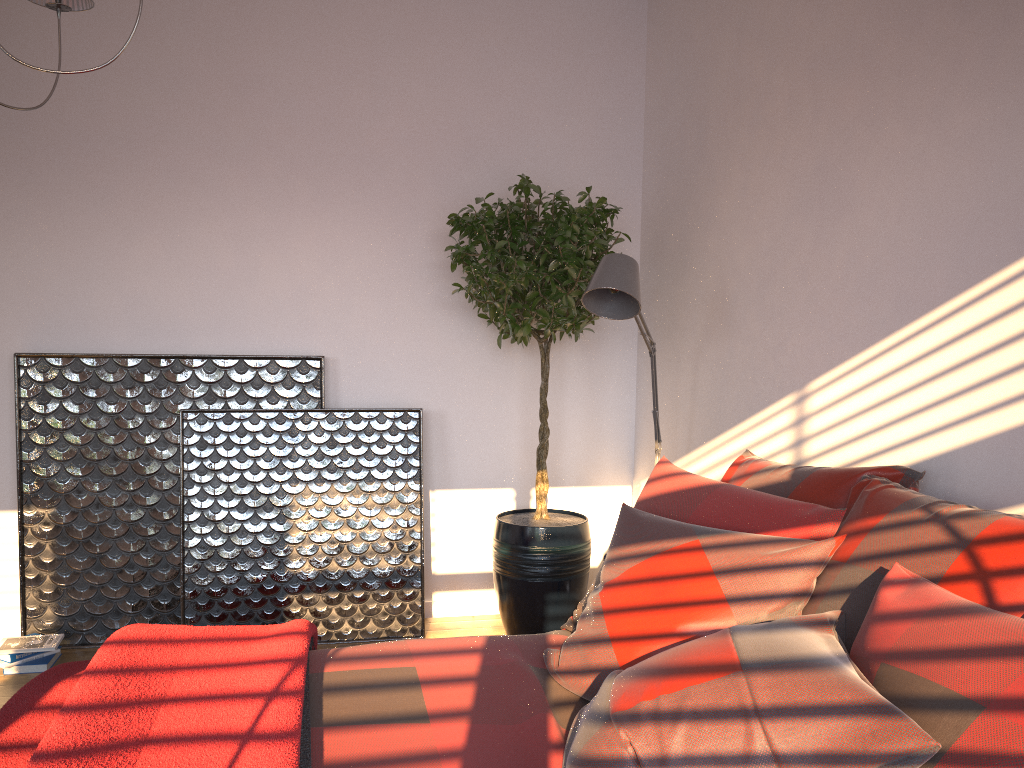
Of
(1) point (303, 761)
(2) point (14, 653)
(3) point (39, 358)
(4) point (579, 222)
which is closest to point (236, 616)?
(2) point (14, 653)

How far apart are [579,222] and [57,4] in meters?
2.0 m

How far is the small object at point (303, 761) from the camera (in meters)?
1.59

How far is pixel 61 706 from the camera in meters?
1.9 m

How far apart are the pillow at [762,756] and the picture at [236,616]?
1.58m

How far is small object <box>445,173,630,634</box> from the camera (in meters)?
3.58

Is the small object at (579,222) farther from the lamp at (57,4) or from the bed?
the lamp at (57,4)

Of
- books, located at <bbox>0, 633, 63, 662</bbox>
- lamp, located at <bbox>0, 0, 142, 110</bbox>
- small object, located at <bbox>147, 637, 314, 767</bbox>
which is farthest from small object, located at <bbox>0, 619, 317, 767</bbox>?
lamp, located at <bbox>0, 0, 142, 110</bbox>

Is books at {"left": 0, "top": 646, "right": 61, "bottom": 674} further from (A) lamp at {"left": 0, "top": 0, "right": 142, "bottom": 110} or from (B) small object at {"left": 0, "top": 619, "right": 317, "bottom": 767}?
(A) lamp at {"left": 0, "top": 0, "right": 142, "bottom": 110}

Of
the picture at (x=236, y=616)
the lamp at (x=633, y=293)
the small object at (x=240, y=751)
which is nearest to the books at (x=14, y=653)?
the picture at (x=236, y=616)
